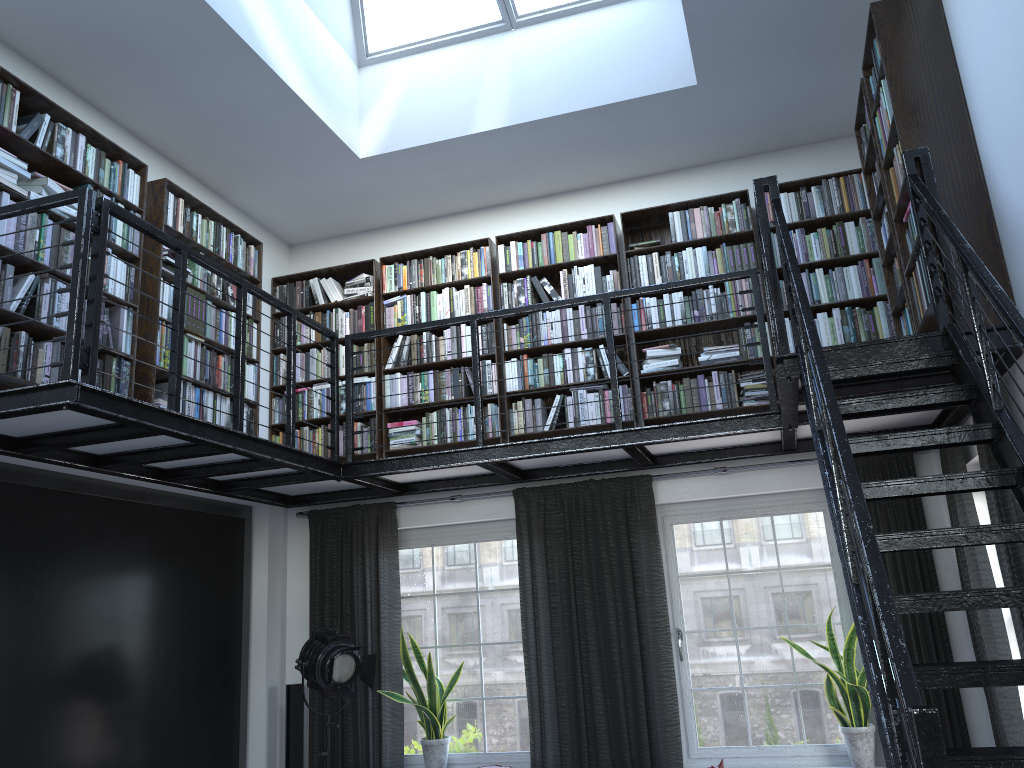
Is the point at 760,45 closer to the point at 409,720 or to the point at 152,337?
the point at 152,337

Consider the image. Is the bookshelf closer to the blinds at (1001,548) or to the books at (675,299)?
the books at (675,299)

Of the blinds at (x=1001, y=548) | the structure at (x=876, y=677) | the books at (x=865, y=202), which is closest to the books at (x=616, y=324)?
the books at (x=865, y=202)

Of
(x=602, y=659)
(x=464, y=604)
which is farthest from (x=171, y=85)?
(x=602, y=659)

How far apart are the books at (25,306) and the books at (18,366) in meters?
0.0

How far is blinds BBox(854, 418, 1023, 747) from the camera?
3.89m

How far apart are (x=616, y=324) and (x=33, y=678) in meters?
3.9

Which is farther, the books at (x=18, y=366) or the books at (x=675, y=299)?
the books at (x=675, y=299)

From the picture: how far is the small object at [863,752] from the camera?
5.1 meters

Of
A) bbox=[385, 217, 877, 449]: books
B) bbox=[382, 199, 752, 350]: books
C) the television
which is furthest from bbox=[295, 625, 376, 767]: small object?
bbox=[382, 199, 752, 350]: books
